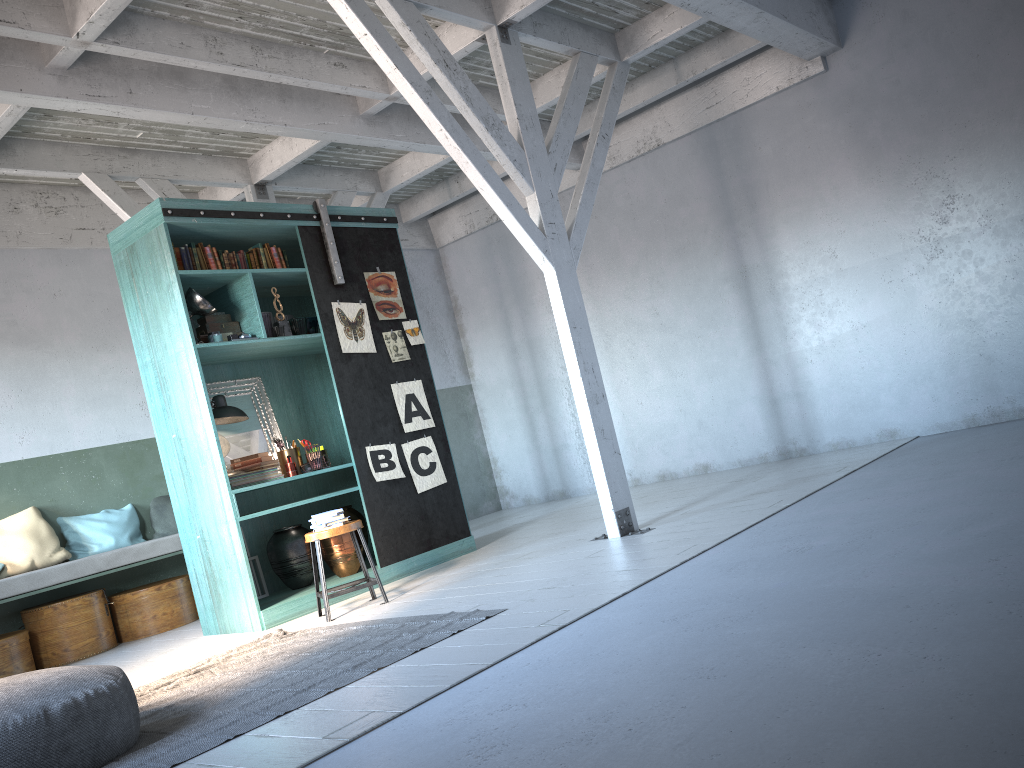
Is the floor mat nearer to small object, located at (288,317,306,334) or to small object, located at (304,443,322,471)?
small object, located at (304,443,322,471)

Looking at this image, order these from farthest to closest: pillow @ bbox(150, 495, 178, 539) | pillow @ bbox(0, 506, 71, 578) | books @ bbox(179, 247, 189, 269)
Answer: pillow @ bbox(150, 495, 178, 539), pillow @ bbox(0, 506, 71, 578), books @ bbox(179, 247, 189, 269)

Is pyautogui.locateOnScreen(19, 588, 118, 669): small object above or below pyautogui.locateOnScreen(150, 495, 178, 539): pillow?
below

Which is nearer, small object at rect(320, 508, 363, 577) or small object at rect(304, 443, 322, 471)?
small object at rect(304, 443, 322, 471)

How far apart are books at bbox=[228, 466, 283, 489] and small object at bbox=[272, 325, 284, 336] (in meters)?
1.20

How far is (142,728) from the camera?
4.60m

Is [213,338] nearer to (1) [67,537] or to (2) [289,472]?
(2) [289,472]

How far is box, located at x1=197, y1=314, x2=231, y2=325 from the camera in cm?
752

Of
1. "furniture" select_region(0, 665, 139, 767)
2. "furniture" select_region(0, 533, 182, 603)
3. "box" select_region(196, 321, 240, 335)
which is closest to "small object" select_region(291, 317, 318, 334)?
"box" select_region(196, 321, 240, 335)

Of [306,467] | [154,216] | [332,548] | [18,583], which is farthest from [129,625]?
[154,216]
